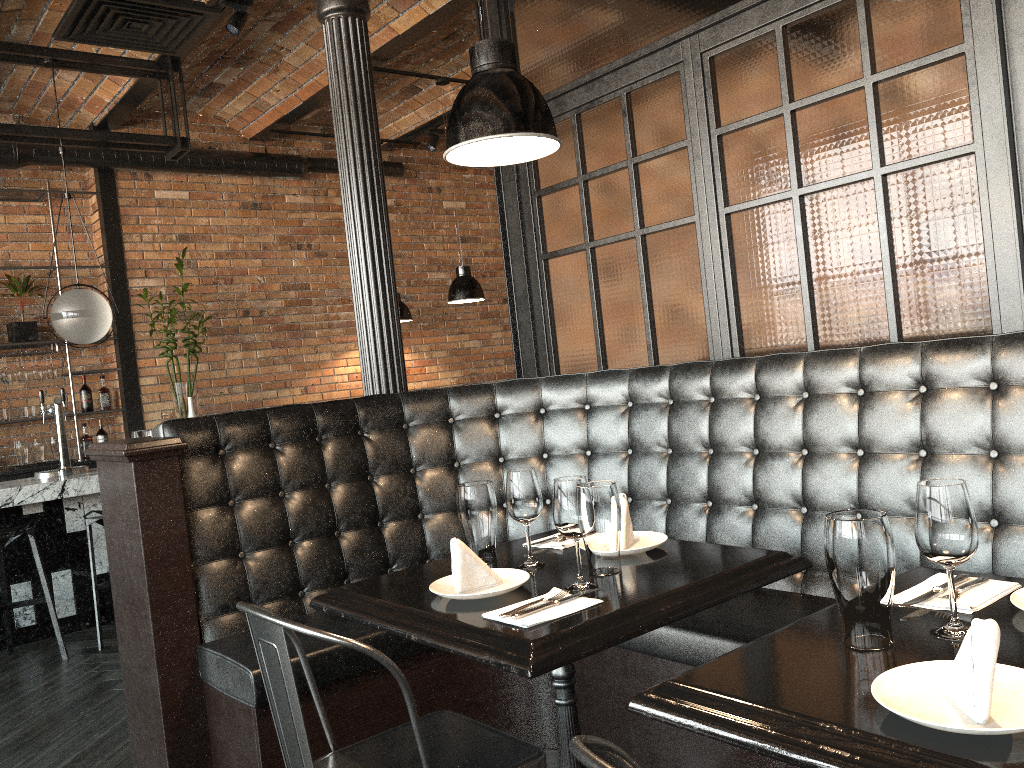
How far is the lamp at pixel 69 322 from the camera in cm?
523

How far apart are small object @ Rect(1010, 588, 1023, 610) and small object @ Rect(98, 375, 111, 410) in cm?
692

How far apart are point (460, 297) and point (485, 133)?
4.46m

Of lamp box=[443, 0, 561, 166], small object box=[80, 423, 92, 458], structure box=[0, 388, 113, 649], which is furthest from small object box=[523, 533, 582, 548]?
small object box=[80, 423, 92, 458]

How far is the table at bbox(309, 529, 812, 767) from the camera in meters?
1.6 m

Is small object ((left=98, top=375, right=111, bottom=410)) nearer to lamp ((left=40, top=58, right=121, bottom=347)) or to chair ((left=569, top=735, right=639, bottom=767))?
lamp ((left=40, top=58, right=121, bottom=347))

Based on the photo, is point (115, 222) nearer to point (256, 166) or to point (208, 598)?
point (256, 166)

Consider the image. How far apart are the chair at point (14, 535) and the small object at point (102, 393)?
2.5m

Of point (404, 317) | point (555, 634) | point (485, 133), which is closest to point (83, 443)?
point (404, 317)

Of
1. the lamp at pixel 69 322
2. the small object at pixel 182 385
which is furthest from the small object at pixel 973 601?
the small object at pixel 182 385
